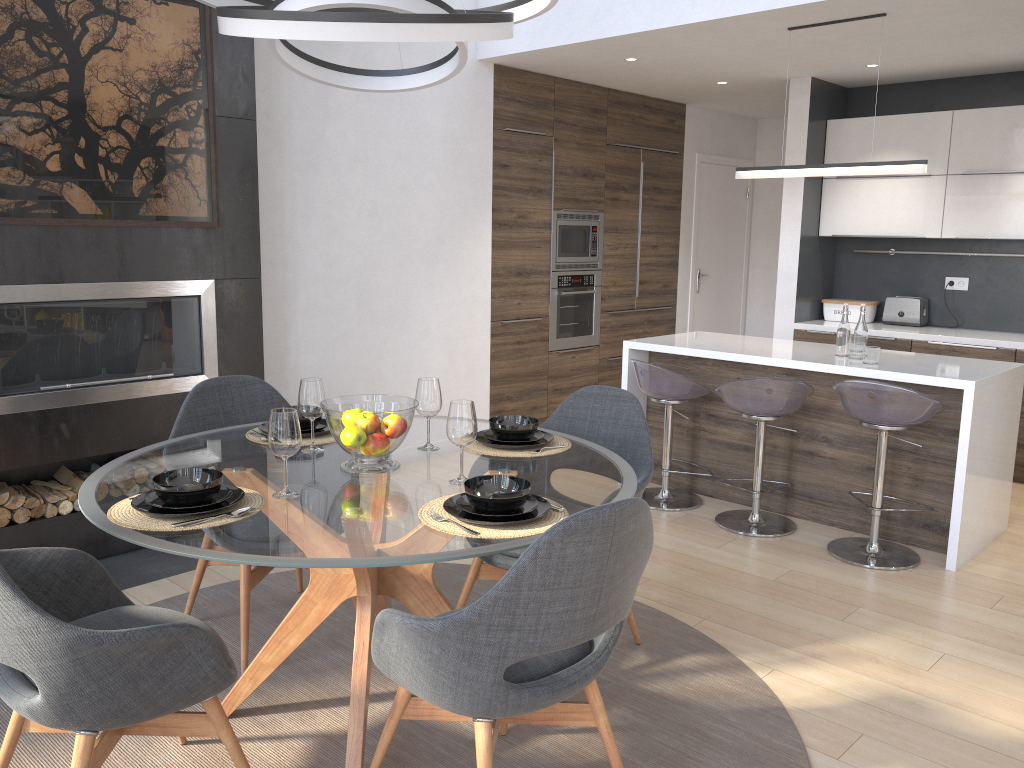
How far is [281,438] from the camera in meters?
2.2

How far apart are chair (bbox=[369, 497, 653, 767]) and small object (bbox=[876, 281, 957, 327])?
4.7m

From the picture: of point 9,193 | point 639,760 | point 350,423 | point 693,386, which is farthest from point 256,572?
point 693,386

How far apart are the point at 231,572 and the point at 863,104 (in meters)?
5.27

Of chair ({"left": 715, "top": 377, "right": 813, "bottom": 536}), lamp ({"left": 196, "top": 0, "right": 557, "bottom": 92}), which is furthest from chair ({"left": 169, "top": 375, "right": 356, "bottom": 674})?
chair ({"left": 715, "top": 377, "right": 813, "bottom": 536})

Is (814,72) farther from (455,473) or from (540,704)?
(540,704)

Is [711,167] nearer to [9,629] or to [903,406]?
[903,406]

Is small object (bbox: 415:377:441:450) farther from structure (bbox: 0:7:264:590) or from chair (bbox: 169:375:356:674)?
structure (bbox: 0:7:264:590)

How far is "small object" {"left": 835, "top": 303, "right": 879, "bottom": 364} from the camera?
4.2m

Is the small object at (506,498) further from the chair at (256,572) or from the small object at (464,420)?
the chair at (256,572)
